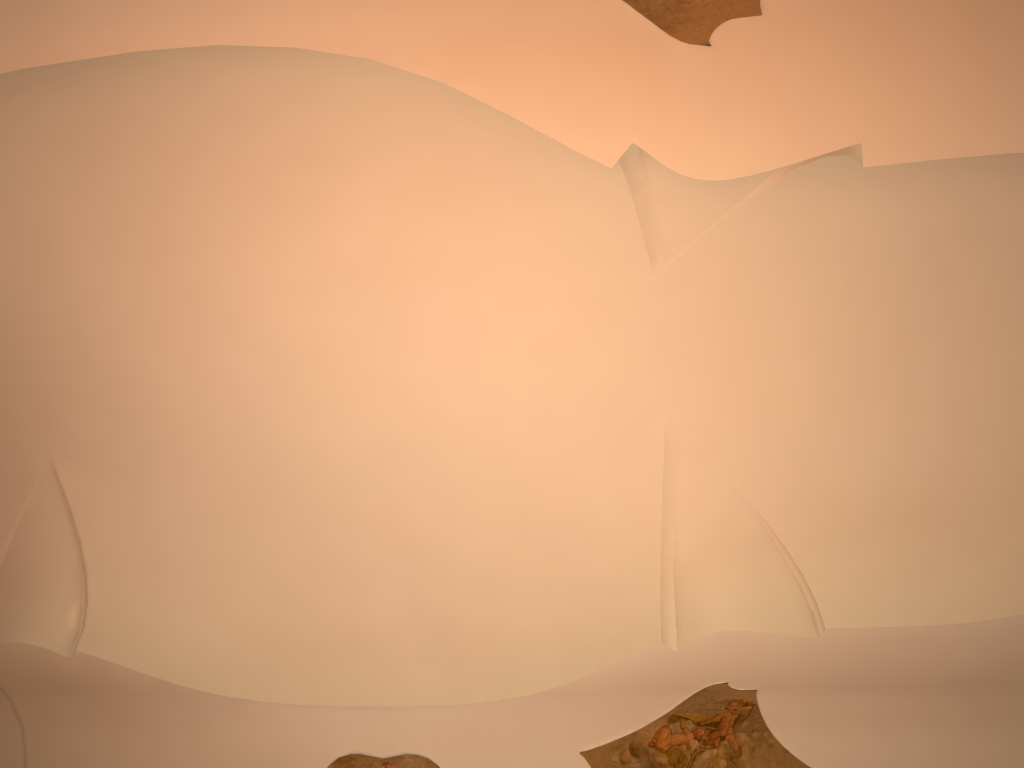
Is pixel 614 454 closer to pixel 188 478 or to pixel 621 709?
pixel 621 709

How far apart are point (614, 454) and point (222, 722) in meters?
5.5

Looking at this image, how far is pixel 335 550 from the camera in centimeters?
1012cm
